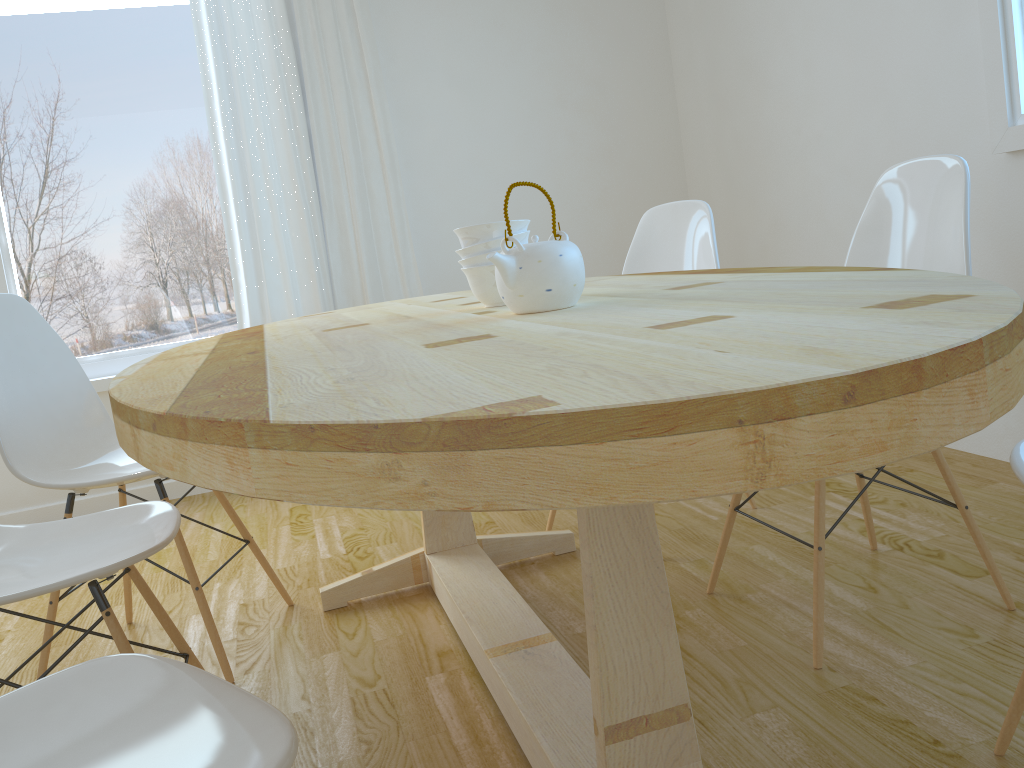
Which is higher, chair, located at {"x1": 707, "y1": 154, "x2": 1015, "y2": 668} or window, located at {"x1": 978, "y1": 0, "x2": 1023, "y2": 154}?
window, located at {"x1": 978, "y1": 0, "x2": 1023, "y2": 154}

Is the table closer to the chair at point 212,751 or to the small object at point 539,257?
the small object at point 539,257

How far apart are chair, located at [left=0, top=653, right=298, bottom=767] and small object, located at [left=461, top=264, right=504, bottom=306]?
0.9m

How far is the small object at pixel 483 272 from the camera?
1.7 meters

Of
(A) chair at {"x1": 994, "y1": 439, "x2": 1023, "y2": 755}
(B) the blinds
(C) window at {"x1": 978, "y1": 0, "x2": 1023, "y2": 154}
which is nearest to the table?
(A) chair at {"x1": 994, "y1": 439, "x2": 1023, "y2": 755}

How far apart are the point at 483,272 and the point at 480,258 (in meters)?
0.03

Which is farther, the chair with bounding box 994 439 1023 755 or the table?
the chair with bounding box 994 439 1023 755

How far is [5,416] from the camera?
1.9m

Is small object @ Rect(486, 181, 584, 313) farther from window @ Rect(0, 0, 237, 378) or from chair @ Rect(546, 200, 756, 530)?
window @ Rect(0, 0, 237, 378)

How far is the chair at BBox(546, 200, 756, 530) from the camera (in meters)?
2.52
